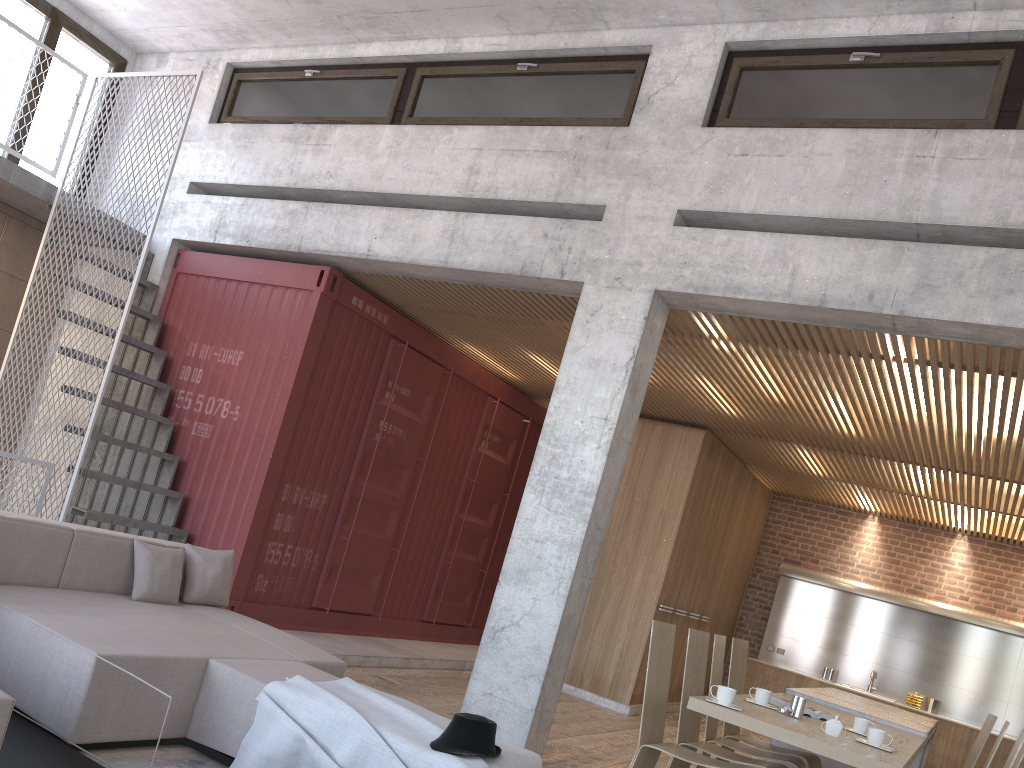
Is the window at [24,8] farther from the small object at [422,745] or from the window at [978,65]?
the small object at [422,745]

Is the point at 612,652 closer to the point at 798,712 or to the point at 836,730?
the point at 798,712

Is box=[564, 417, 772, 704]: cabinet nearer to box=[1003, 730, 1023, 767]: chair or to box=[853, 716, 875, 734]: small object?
box=[853, 716, 875, 734]: small object

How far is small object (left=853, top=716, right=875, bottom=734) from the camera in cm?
483

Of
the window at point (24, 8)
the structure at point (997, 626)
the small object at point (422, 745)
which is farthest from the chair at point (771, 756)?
the window at point (24, 8)

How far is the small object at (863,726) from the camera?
4.83m

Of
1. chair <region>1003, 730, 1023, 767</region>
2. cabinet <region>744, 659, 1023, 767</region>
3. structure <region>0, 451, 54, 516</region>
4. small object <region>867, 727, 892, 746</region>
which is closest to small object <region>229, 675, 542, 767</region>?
small object <region>867, 727, 892, 746</region>

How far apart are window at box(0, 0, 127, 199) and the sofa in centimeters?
517cm

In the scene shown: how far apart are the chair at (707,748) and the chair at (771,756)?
0.22m

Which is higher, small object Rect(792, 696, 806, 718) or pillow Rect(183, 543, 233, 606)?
small object Rect(792, 696, 806, 718)
